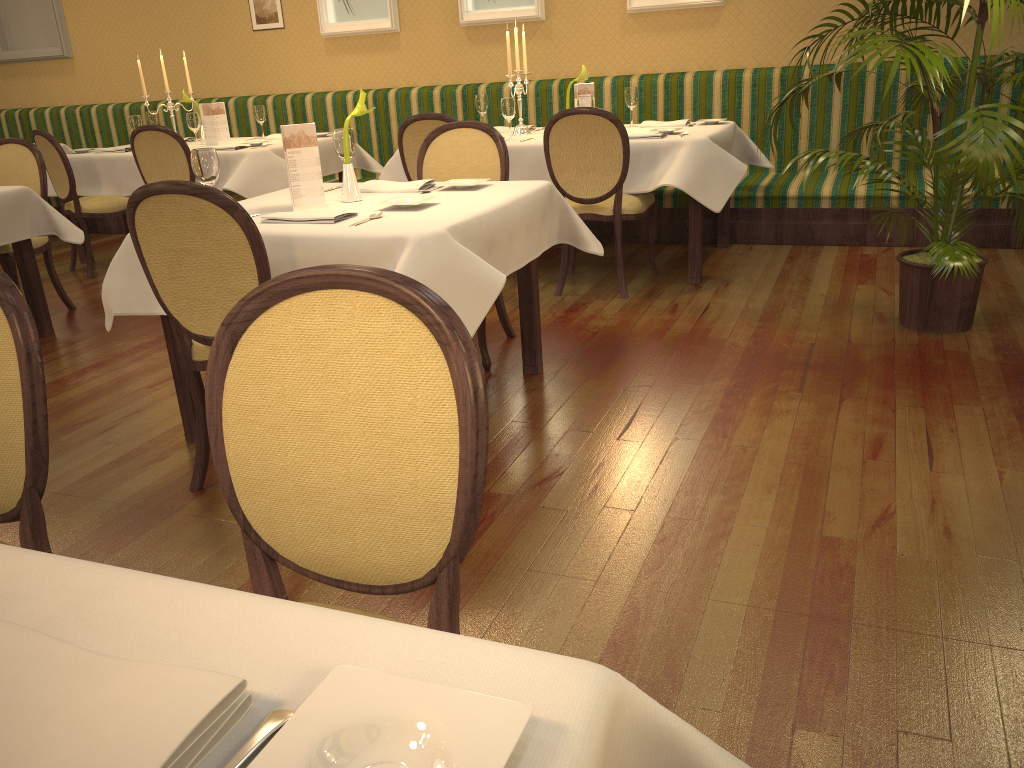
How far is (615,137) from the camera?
4.3 meters

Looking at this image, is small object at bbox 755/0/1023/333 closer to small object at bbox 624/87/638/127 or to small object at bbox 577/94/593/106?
small object at bbox 577/94/593/106

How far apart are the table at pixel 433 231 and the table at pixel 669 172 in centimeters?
113cm

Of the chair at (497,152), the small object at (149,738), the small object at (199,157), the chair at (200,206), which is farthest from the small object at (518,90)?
the small object at (149,738)

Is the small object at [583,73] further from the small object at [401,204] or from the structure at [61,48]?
the structure at [61,48]

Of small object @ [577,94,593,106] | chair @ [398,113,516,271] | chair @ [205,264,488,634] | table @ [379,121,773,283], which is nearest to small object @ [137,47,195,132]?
table @ [379,121,773,283]

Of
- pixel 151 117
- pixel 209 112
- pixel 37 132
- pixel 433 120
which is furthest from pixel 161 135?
pixel 433 120

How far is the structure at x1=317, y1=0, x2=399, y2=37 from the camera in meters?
6.8 m

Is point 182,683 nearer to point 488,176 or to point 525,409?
point 525,409

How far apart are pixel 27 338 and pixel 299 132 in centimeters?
181cm
